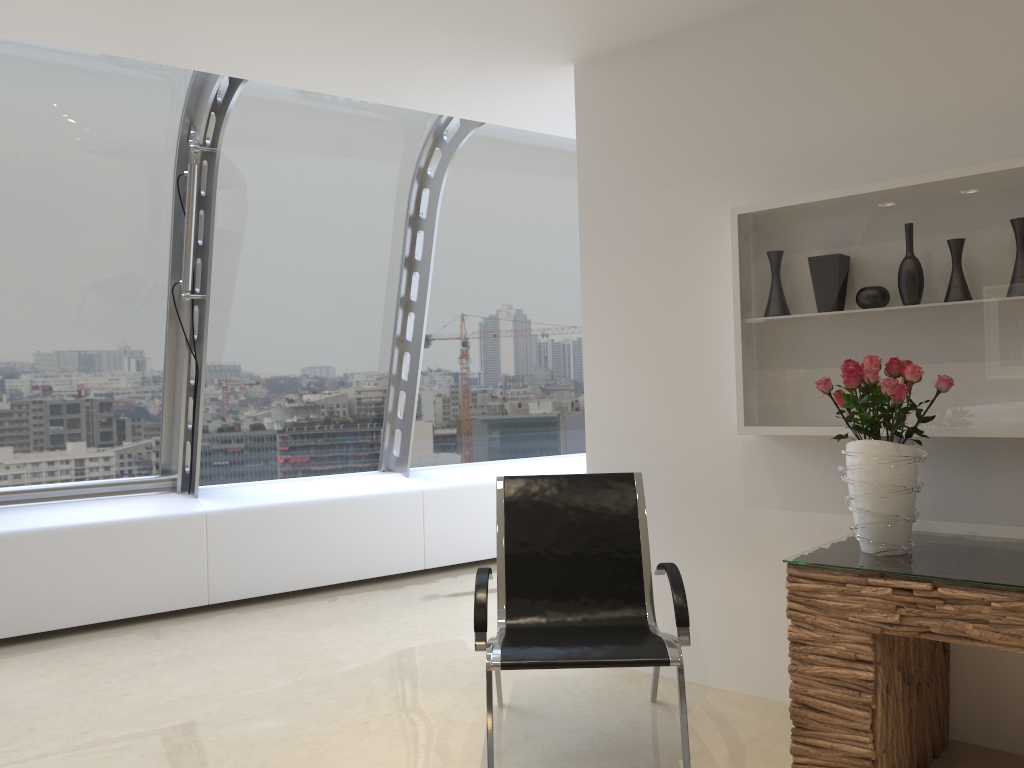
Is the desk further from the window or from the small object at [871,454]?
the window

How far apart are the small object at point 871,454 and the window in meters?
3.4 m

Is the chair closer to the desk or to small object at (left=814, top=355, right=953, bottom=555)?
the desk

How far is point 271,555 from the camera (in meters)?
5.73

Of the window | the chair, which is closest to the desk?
the chair

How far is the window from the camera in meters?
5.1 m

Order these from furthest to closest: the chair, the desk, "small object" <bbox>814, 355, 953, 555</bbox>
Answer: the chair
"small object" <bbox>814, 355, 953, 555</bbox>
the desk

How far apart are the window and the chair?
2.5 meters

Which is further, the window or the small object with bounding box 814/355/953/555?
the window

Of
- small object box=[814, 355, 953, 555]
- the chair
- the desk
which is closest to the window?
the chair
